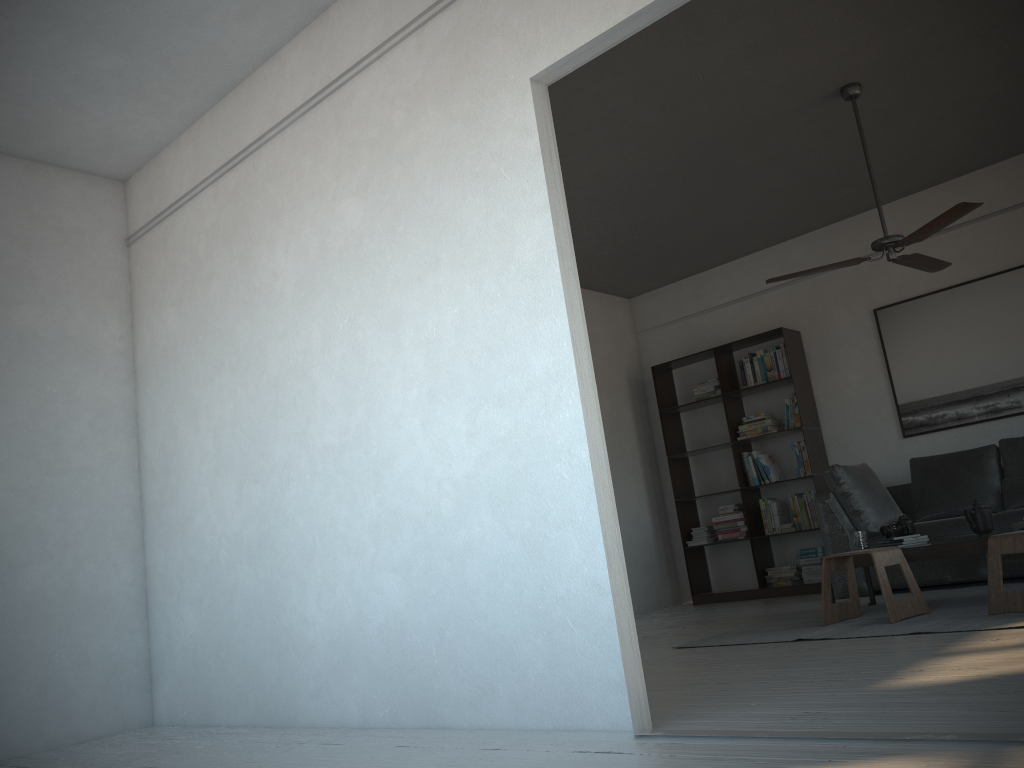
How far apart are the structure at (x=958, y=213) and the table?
1.5 meters

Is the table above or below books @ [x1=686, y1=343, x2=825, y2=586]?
below

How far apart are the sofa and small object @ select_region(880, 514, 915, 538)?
0.8 meters

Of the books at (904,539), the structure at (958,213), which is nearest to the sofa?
the books at (904,539)

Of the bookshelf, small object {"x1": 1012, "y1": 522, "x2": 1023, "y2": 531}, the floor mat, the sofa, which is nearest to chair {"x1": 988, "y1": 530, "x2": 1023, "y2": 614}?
the floor mat

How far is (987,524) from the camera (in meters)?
4.57

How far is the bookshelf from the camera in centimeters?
709cm

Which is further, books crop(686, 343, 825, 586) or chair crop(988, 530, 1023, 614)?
books crop(686, 343, 825, 586)

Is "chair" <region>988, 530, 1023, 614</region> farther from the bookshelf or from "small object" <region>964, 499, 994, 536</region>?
the bookshelf

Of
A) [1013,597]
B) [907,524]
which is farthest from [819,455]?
[1013,597]
